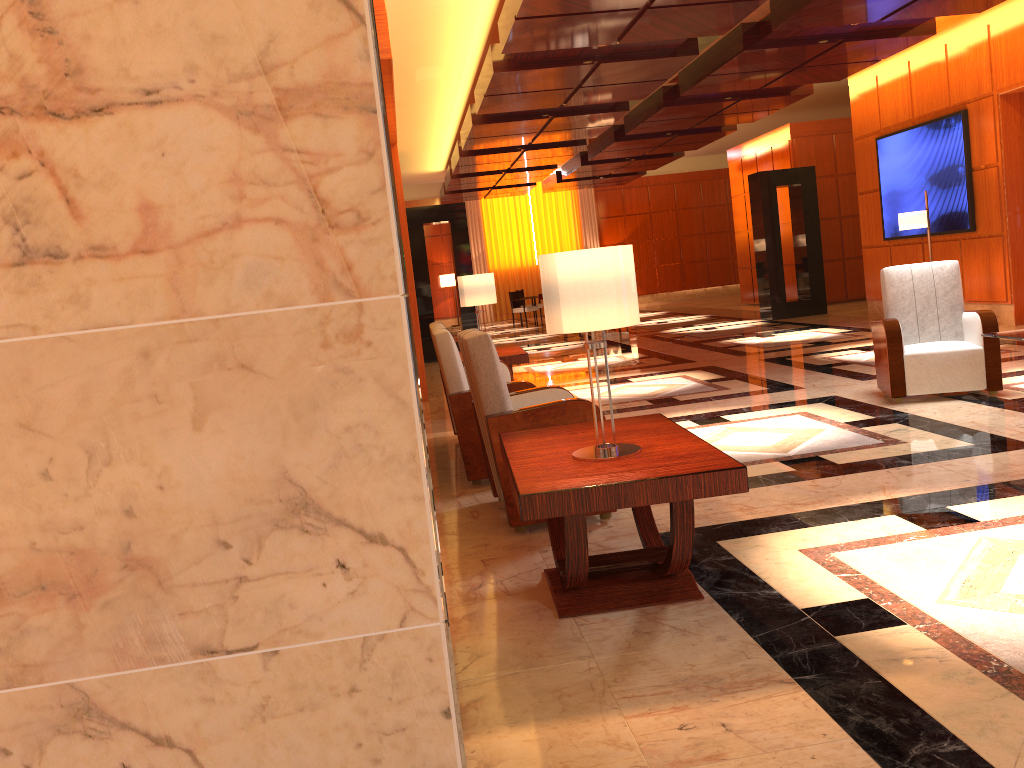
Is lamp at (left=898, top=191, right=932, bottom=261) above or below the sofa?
above

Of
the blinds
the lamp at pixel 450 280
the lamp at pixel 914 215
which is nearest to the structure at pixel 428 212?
the lamp at pixel 914 215

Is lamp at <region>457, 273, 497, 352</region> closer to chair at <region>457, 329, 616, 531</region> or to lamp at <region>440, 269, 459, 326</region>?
chair at <region>457, 329, 616, 531</region>

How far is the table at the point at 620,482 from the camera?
2.77m

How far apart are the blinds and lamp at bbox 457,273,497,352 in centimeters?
1774cm

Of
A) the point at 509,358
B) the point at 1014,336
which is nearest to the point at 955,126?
the point at 1014,336

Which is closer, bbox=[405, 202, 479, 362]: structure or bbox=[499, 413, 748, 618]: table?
bbox=[499, 413, 748, 618]: table

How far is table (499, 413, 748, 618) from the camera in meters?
2.8 m

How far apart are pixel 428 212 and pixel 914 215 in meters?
7.2

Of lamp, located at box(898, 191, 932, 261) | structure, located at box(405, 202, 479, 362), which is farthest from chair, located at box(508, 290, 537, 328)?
lamp, located at box(898, 191, 932, 261)
